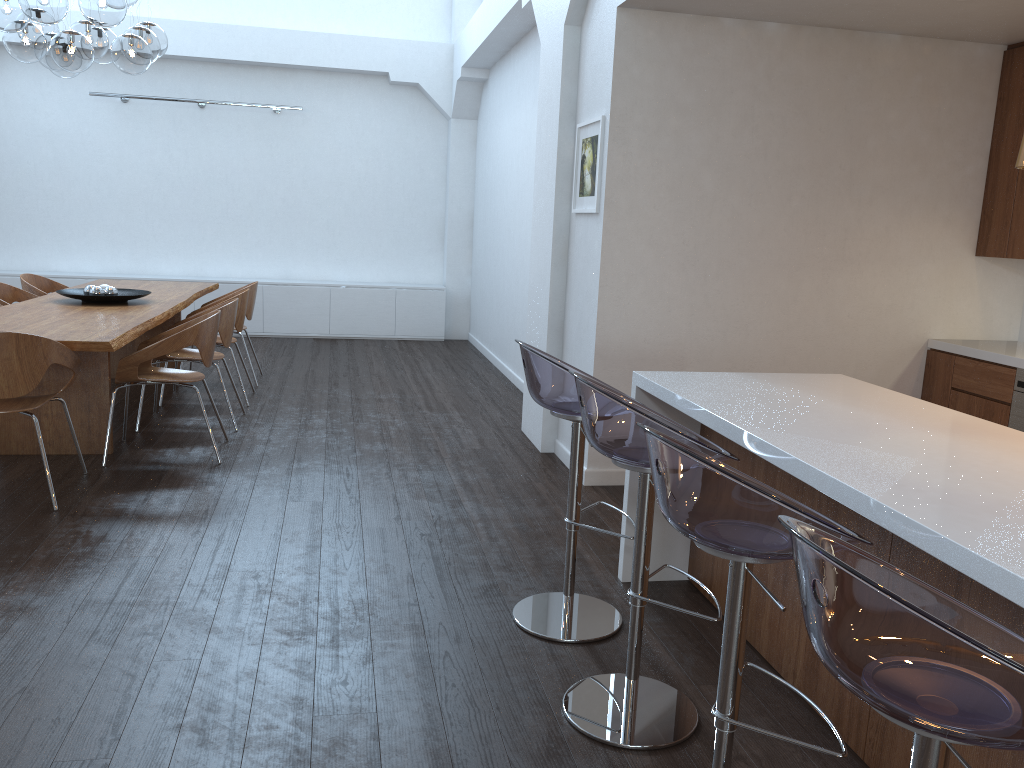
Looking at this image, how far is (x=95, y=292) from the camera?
5.9 meters

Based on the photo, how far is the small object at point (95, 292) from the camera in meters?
5.9 m

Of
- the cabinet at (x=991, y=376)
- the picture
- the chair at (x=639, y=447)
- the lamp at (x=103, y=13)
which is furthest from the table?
the cabinet at (x=991, y=376)

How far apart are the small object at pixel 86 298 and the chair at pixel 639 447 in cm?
428

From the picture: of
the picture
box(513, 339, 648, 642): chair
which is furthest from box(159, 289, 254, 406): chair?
box(513, 339, 648, 642): chair

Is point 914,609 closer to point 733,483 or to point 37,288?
point 733,483

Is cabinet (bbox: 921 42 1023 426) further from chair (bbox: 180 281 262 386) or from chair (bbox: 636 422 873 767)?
chair (bbox: 180 281 262 386)

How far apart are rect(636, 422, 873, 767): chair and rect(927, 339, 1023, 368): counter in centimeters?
310cm

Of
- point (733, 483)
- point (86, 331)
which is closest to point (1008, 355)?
point (733, 483)

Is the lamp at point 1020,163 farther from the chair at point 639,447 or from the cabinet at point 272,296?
the cabinet at point 272,296
